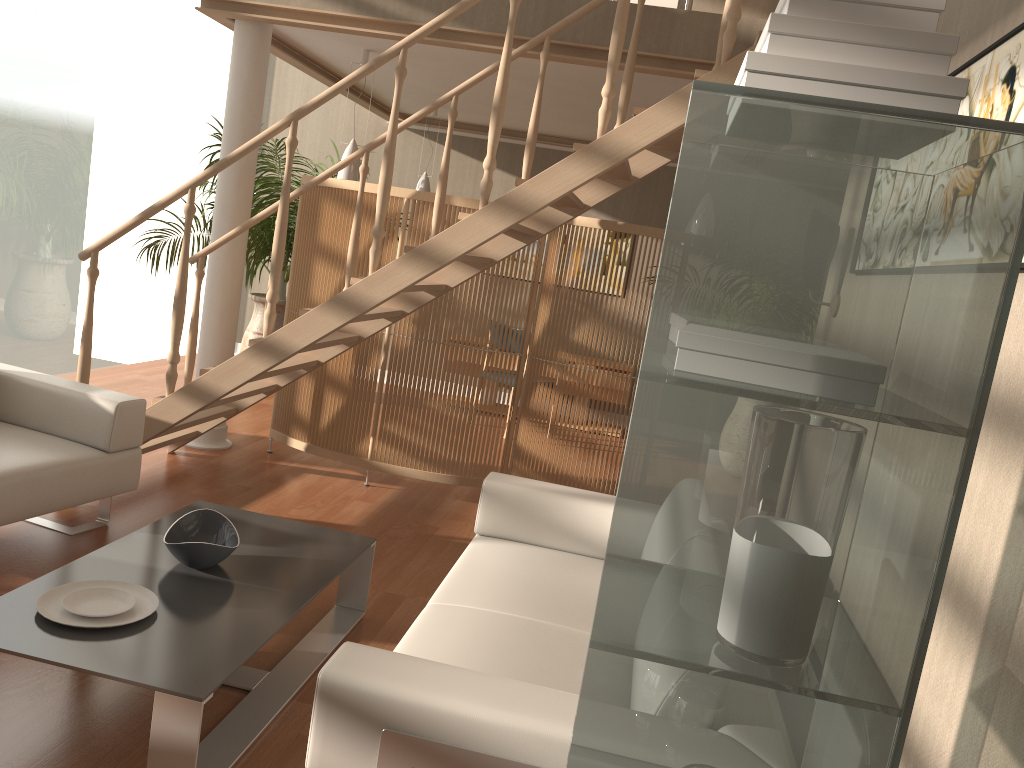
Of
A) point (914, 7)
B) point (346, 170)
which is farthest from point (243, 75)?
point (914, 7)

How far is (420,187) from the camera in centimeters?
724cm

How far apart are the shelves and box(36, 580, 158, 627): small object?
1.6m

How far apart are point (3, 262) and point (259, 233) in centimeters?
186cm

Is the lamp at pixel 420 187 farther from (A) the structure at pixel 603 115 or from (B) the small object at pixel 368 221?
(A) the structure at pixel 603 115

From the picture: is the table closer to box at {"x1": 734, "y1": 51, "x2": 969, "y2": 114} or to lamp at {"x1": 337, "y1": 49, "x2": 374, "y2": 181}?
box at {"x1": 734, "y1": 51, "x2": 969, "y2": 114}

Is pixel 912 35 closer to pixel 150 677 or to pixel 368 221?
pixel 150 677

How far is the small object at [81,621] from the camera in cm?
225

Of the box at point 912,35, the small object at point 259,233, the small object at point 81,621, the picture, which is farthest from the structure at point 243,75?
the box at point 912,35

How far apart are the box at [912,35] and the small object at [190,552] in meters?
2.1 m
